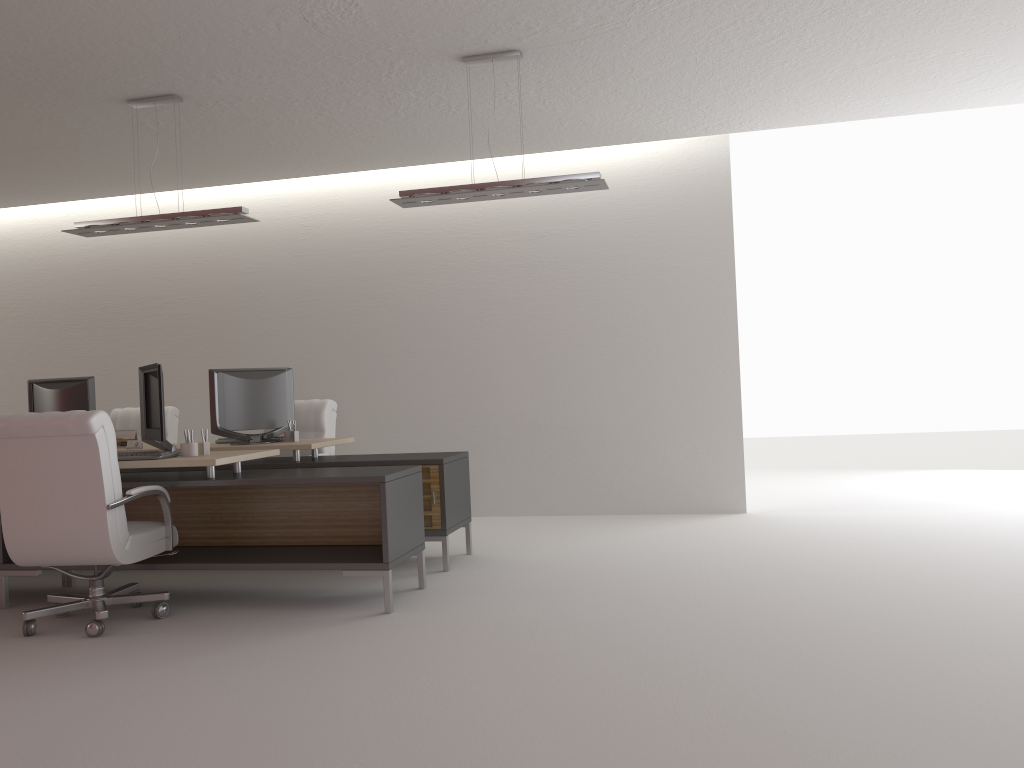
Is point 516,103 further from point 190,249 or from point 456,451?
point 190,249

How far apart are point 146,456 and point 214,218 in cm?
238

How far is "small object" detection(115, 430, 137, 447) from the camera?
9.39m

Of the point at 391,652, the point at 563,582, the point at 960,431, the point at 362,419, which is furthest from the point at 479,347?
the point at 960,431

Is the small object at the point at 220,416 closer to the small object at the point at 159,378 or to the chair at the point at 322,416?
the chair at the point at 322,416

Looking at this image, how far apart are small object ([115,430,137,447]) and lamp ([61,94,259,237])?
2.1m

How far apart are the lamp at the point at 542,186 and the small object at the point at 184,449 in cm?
266

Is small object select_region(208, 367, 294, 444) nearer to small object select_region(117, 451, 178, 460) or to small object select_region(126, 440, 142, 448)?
small object select_region(126, 440, 142, 448)

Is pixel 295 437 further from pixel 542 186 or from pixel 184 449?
pixel 542 186

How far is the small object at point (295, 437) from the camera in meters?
9.0
